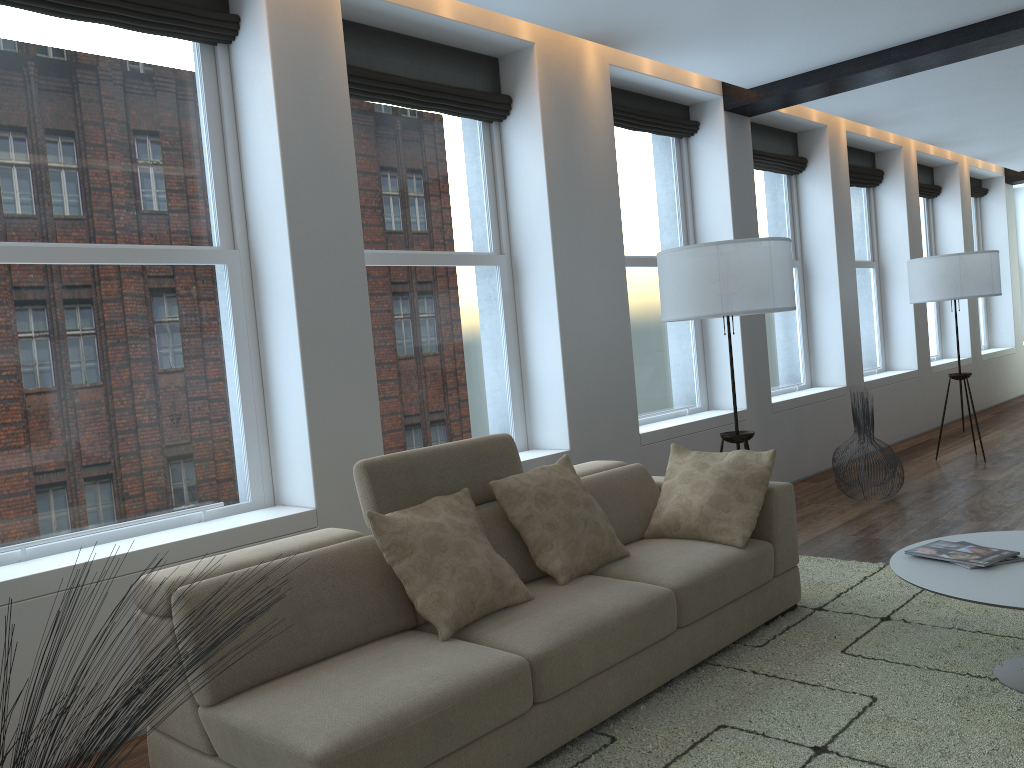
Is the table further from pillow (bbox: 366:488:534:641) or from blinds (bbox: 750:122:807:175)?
blinds (bbox: 750:122:807:175)

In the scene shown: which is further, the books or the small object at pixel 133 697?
the books

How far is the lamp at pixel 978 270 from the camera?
7.1 meters

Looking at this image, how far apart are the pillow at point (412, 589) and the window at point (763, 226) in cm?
487

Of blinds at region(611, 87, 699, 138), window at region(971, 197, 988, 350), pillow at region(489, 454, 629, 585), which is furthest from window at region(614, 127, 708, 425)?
window at region(971, 197, 988, 350)

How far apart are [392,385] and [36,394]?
1.72m

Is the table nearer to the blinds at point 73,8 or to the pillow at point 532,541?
the pillow at point 532,541

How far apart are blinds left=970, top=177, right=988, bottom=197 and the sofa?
9.52m

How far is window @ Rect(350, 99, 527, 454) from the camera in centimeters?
461cm

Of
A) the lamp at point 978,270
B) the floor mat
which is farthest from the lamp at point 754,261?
the lamp at point 978,270
